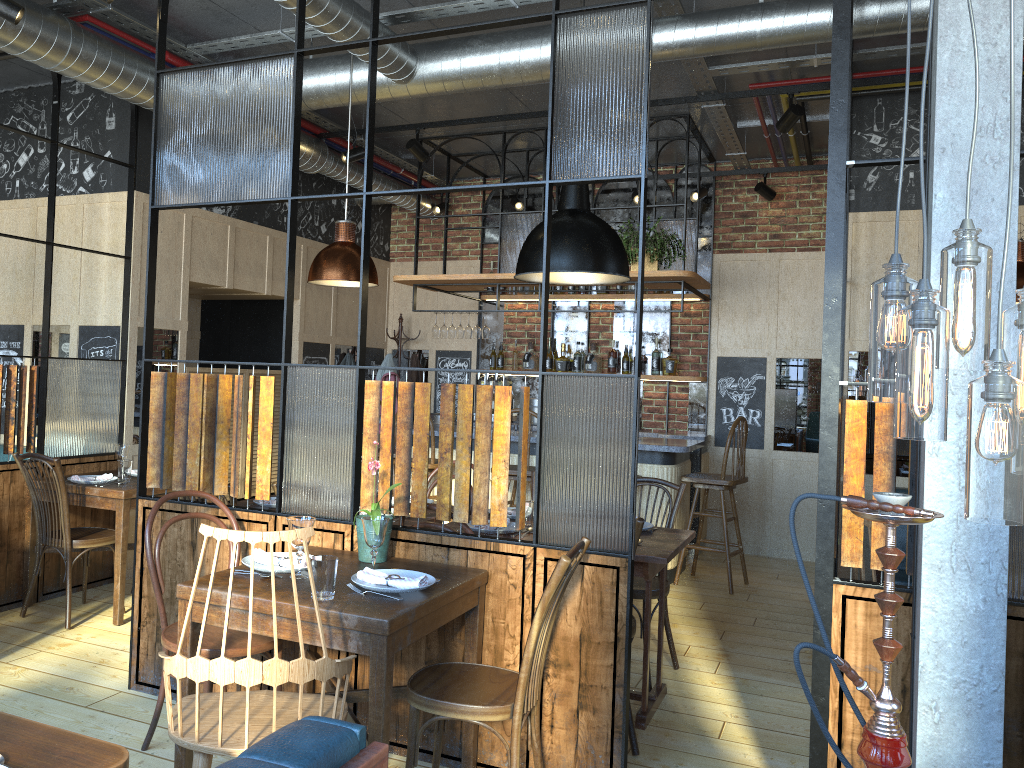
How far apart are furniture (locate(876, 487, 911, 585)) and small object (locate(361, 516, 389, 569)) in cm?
345

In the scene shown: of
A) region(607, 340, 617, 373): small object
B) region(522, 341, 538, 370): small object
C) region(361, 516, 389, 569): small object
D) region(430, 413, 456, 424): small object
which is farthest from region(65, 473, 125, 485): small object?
region(607, 340, 617, 373): small object

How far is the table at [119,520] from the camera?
4.58m

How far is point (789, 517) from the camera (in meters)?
1.78

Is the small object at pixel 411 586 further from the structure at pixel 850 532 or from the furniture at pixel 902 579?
the furniture at pixel 902 579

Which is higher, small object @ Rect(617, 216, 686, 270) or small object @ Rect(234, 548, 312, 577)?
small object @ Rect(617, 216, 686, 270)

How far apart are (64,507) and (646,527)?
2.9 meters

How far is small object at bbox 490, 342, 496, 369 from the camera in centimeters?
828cm

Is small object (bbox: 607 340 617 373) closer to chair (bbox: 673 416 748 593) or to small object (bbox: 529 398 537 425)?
small object (bbox: 529 398 537 425)

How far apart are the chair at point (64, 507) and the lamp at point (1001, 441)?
4.0 meters
